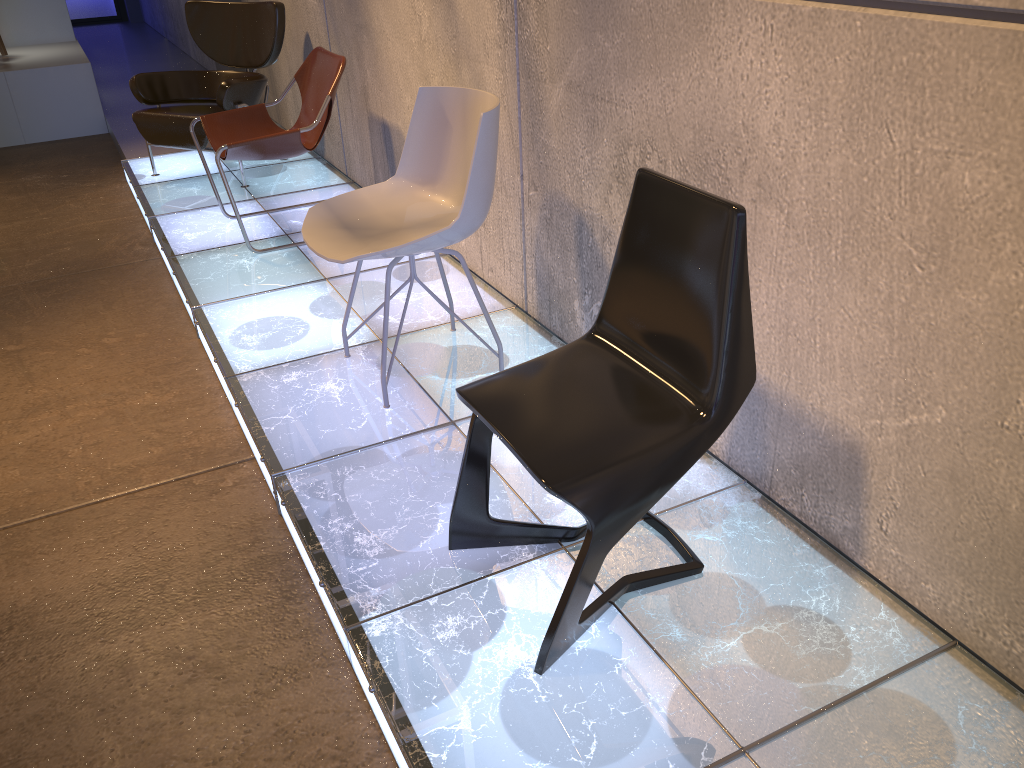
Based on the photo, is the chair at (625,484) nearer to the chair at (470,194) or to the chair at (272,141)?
the chair at (470,194)

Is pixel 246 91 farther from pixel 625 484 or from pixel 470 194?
pixel 625 484

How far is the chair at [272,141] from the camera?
3.98m

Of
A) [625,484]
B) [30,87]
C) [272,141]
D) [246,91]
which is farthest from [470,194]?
[30,87]

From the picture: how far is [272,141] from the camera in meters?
4.0

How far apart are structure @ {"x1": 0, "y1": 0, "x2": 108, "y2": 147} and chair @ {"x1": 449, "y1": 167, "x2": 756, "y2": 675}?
6.4 meters

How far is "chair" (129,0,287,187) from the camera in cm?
507

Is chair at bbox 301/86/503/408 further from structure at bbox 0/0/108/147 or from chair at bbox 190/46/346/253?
structure at bbox 0/0/108/147

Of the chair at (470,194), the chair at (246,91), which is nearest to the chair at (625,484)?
the chair at (470,194)

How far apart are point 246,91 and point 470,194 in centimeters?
300cm
